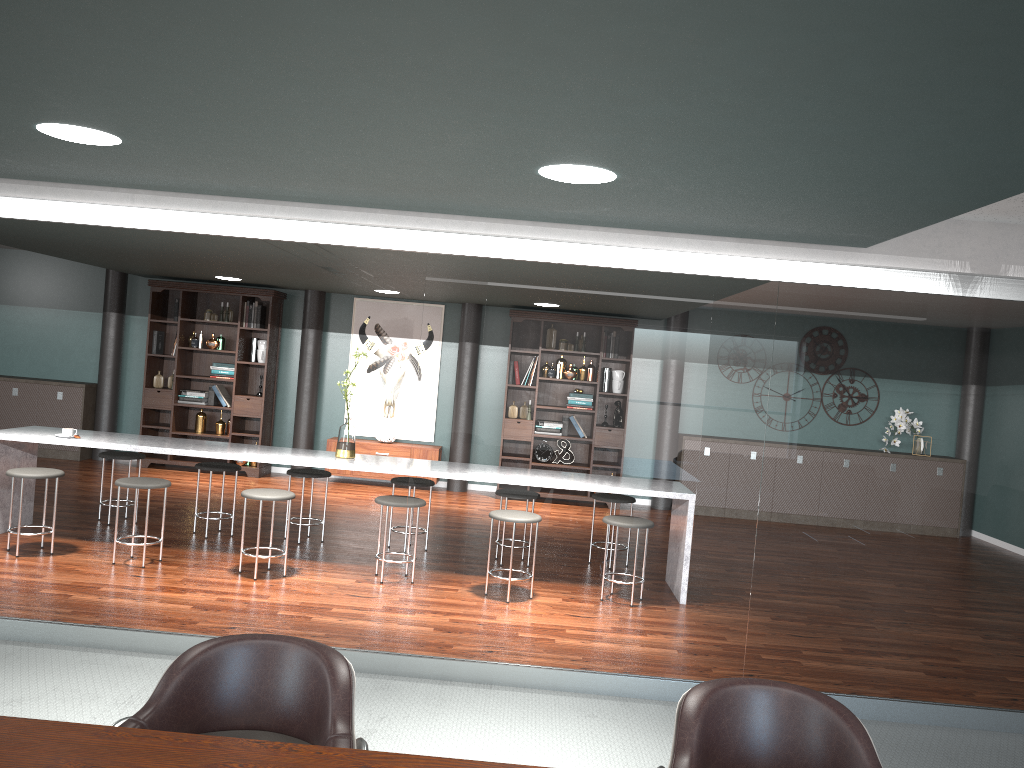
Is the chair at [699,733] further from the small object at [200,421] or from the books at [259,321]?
the small object at [200,421]

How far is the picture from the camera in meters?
9.7 m

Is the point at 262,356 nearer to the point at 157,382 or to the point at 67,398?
the point at 157,382

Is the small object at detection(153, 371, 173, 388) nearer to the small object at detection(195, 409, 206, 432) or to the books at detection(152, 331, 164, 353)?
the books at detection(152, 331, 164, 353)

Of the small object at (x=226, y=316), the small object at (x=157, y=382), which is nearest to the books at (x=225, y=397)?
the small object at (x=157, y=382)

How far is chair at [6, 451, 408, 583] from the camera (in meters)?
5.33

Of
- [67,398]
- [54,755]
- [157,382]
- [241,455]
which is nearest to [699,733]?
[54,755]

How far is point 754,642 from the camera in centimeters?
391cm

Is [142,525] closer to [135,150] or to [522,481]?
[522,481]

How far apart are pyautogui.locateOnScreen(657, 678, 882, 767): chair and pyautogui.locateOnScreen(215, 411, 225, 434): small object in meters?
8.3
